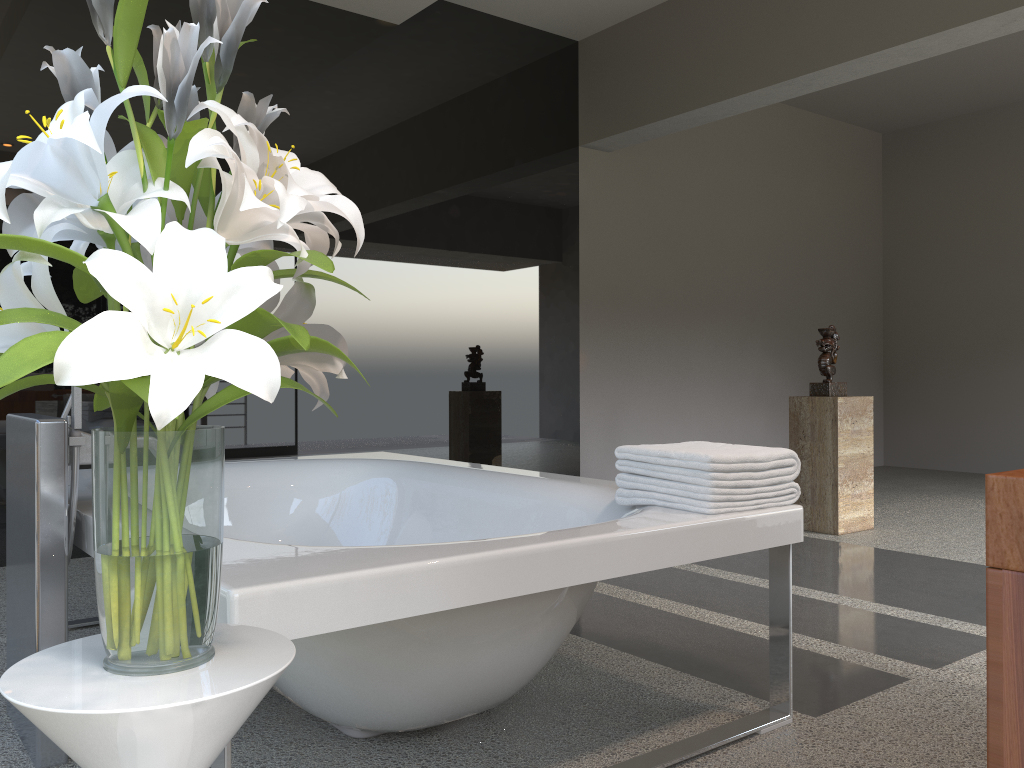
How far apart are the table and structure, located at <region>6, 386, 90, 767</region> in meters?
0.9 m

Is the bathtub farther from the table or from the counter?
the counter

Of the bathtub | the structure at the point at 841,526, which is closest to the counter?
the bathtub

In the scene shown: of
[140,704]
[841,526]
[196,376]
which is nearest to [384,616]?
[140,704]

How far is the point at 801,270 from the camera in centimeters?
726cm

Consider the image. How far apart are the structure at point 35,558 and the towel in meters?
1.2

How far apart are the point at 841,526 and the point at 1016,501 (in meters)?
3.95

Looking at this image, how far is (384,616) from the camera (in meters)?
1.37

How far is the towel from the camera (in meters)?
1.90

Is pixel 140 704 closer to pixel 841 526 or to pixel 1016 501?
pixel 1016 501
